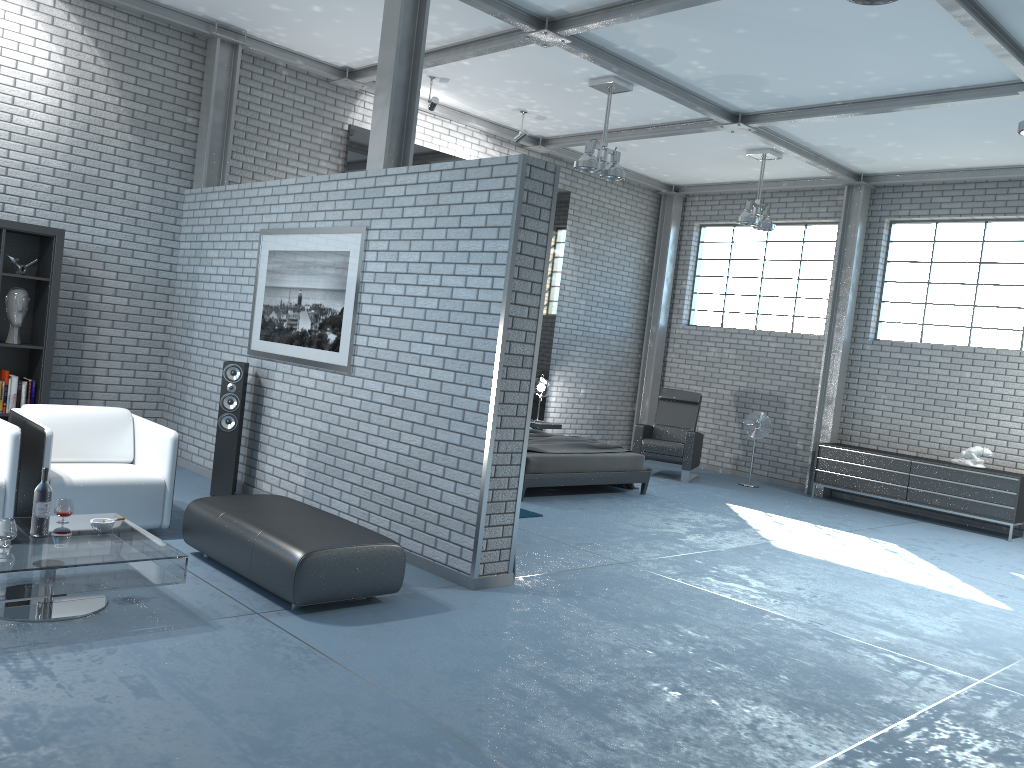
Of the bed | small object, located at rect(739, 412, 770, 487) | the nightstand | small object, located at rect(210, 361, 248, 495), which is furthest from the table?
small object, located at rect(739, 412, 770, 487)

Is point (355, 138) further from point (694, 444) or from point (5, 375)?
point (694, 444)

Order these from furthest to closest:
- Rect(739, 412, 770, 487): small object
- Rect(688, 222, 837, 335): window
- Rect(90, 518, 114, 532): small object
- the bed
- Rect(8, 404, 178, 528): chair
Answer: Rect(688, 222, 837, 335): window < Rect(739, 412, 770, 487): small object < the bed < Rect(8, 404, 178, 528): chair < Rect(90, 518, 114, 532): small object

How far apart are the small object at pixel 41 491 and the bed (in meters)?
4.68

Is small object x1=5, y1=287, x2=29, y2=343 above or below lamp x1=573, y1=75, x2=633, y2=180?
below

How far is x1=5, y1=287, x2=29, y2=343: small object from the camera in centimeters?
691cm

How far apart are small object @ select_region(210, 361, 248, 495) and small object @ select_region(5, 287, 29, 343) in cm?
173

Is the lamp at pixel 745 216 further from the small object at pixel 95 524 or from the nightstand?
the small object at pixel 95 524

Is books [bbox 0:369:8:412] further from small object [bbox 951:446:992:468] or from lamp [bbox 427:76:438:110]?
small object [bbox 951:446:992:468]

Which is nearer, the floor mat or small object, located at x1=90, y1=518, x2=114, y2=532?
small object, located at x1=90, y1=518, x2=114, y2=532
